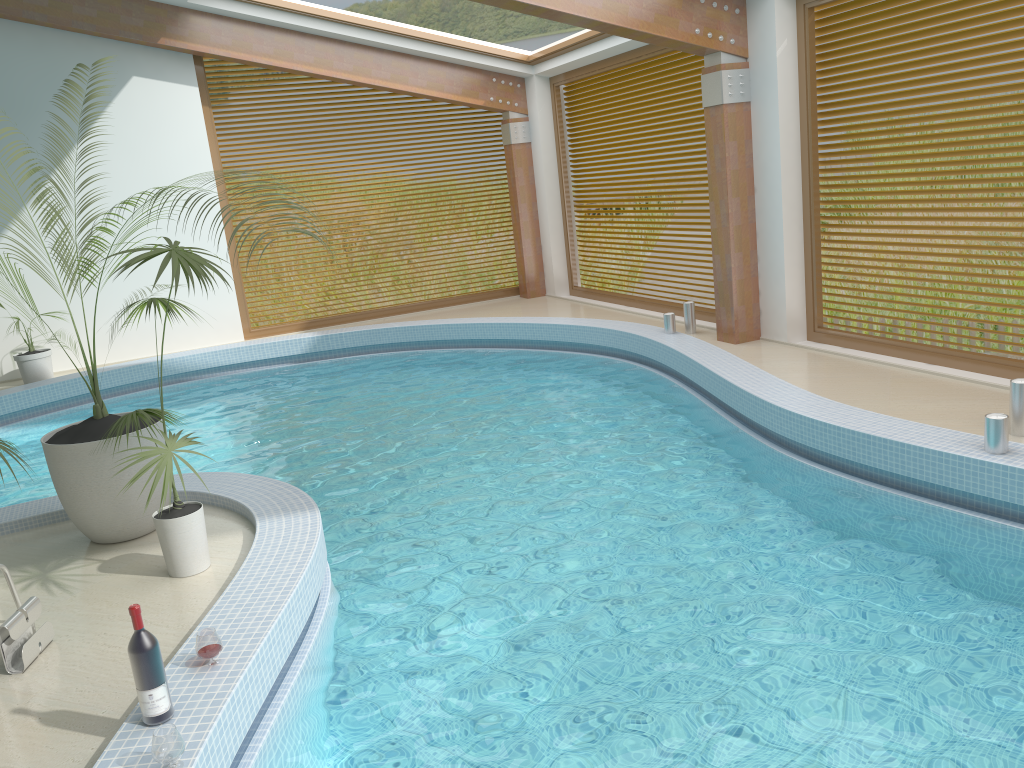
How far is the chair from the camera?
4.0m

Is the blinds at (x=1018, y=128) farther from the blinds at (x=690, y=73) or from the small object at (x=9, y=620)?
the small object at (x=9, y=620)

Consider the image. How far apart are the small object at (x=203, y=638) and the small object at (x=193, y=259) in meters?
0.8 m

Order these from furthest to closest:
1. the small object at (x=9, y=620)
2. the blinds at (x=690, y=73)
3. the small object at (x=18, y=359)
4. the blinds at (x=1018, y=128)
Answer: the small object at (x=18, y=359), the blinds at (x=690, y=73), the blinds at (x=1018, y=128), the small object at (x=9, y=620)

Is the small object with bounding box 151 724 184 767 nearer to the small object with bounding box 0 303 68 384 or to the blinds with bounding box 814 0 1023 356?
the blinds with bounding box 814 0 1023 356

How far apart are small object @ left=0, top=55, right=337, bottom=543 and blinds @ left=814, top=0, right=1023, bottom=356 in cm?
599

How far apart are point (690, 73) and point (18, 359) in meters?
8.3

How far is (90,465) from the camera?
4.8 meters

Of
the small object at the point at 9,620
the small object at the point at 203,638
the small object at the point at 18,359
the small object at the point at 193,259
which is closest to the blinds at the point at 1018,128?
the small object at the point at 193,259

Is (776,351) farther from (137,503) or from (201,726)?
(201,726)
